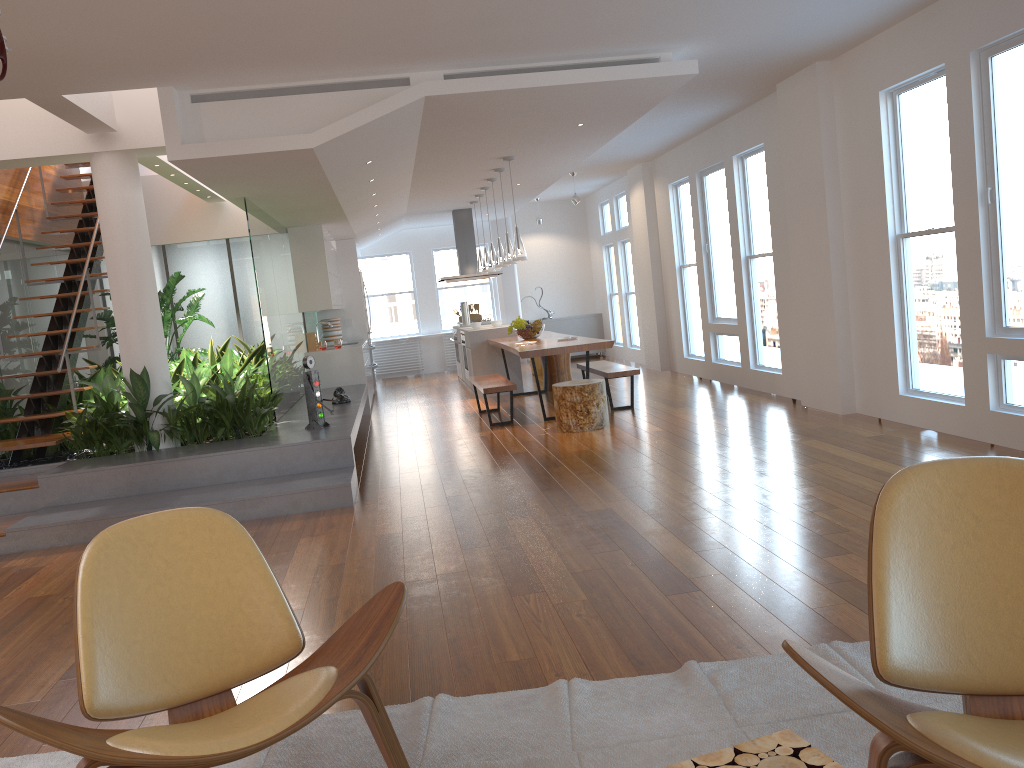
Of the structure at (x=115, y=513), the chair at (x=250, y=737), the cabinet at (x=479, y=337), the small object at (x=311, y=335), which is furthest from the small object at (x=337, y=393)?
the chair at (x=250, y=737)

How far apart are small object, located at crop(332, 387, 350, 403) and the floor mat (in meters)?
5.84

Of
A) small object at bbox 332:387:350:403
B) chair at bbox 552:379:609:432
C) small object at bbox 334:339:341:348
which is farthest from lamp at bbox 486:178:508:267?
chair at bbox 552:379:609:432

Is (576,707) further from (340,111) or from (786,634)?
(340,111)

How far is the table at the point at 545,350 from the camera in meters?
8.0 m

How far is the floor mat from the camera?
2.3 meters

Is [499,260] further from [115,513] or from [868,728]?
[868,728]

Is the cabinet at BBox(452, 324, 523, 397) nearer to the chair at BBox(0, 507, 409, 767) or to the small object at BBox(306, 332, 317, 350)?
the small object at BBox(306, 332, 317, 350)

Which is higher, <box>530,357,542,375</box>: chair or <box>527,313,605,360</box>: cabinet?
<box>527,313,605,360</box>: cabinet

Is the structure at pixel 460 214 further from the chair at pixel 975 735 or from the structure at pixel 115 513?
the chair at pixel 975 735
